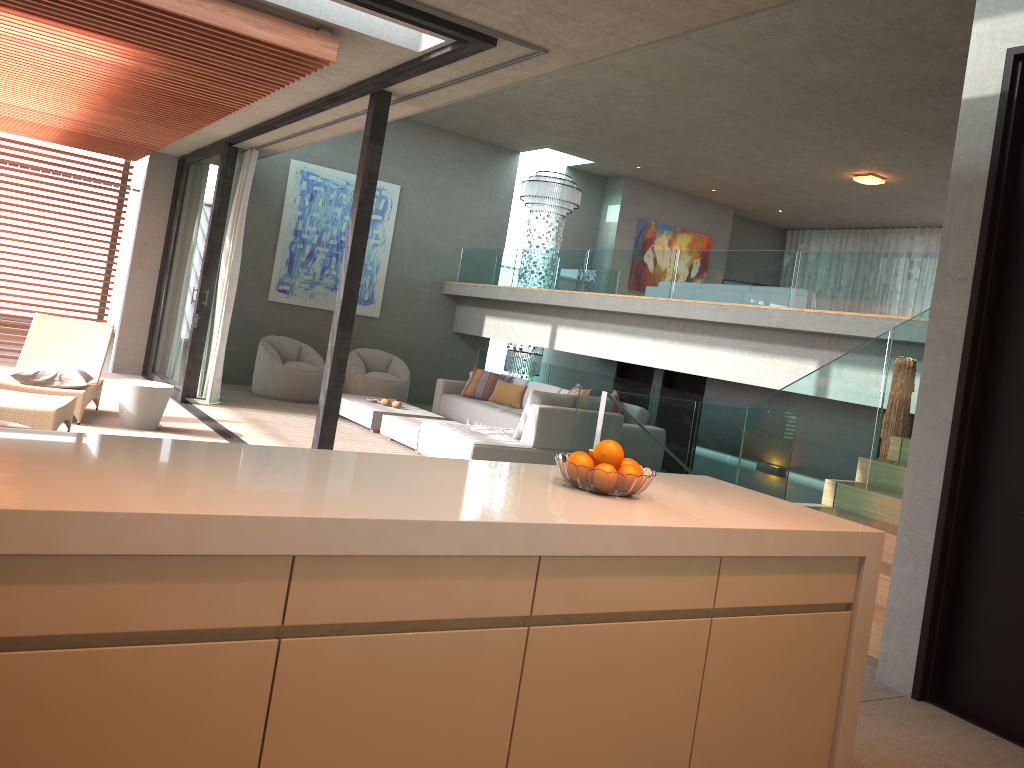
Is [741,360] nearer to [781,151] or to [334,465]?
[781,151]

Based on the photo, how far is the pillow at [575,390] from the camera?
10.02m

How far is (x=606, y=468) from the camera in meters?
2.6

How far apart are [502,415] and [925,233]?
9.2 meters

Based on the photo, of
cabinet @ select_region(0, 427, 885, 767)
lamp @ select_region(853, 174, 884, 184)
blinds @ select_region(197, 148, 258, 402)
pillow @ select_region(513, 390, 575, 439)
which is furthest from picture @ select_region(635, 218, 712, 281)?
cabinet @ select_region(0, 427, 885, 767)

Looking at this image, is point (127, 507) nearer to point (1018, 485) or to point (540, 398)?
point (1018, 485)

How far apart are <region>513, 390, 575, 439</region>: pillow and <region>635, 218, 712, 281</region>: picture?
7.8 meters

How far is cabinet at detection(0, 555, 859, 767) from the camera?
1.65m

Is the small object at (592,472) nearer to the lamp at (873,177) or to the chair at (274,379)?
the chair at (274,379)

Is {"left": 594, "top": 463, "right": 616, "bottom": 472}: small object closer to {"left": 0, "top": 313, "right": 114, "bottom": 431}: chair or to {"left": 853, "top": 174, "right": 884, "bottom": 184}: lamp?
{"left": 0, "top": 313, "right": 114, "bottom": 431}: chair
